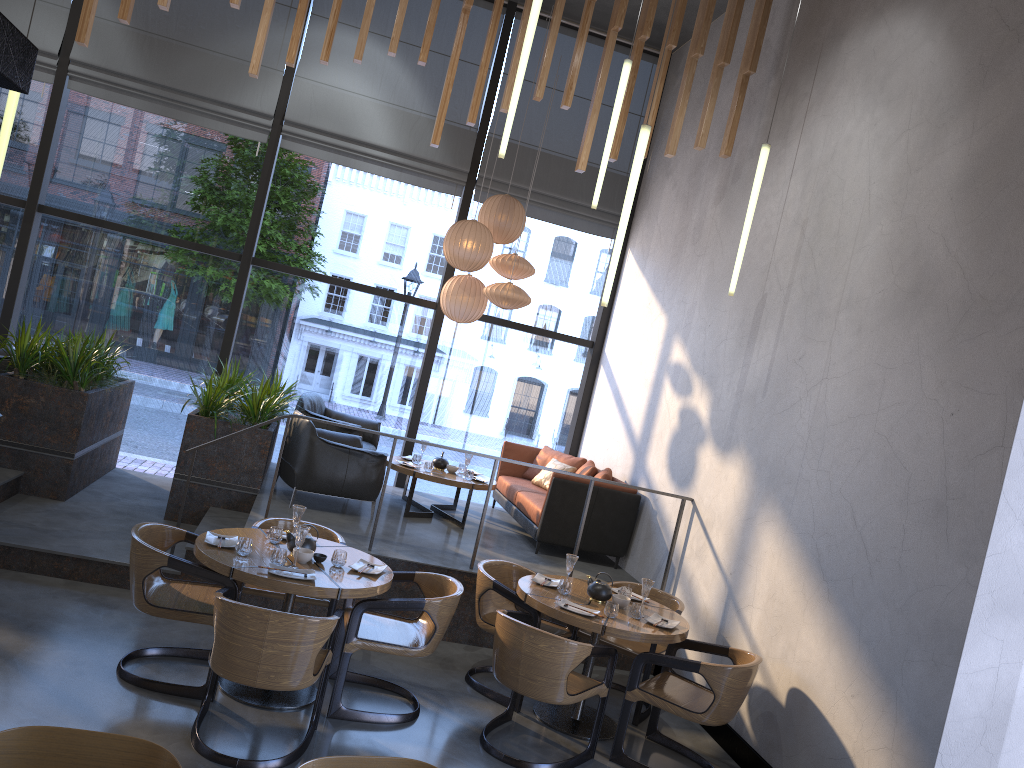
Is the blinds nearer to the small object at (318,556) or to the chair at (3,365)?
the chair at (3,365)

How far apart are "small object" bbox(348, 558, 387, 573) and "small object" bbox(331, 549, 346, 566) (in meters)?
0.09

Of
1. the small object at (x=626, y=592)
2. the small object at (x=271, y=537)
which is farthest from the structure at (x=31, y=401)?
the small object at (x=626, y=592)

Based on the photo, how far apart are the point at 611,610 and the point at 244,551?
2.11m

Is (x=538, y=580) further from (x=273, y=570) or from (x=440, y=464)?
(x=440, y=464)

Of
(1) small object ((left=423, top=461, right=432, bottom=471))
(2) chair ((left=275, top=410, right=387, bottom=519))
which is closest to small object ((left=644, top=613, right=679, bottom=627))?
(2) chair ((left=275, top=410, right=387, bottom=519))

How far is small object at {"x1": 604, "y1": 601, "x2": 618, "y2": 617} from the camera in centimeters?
520cm

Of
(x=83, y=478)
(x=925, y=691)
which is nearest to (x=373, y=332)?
(x=83, y=478)

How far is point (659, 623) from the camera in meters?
5.3 m

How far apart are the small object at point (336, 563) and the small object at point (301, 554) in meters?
0.1
